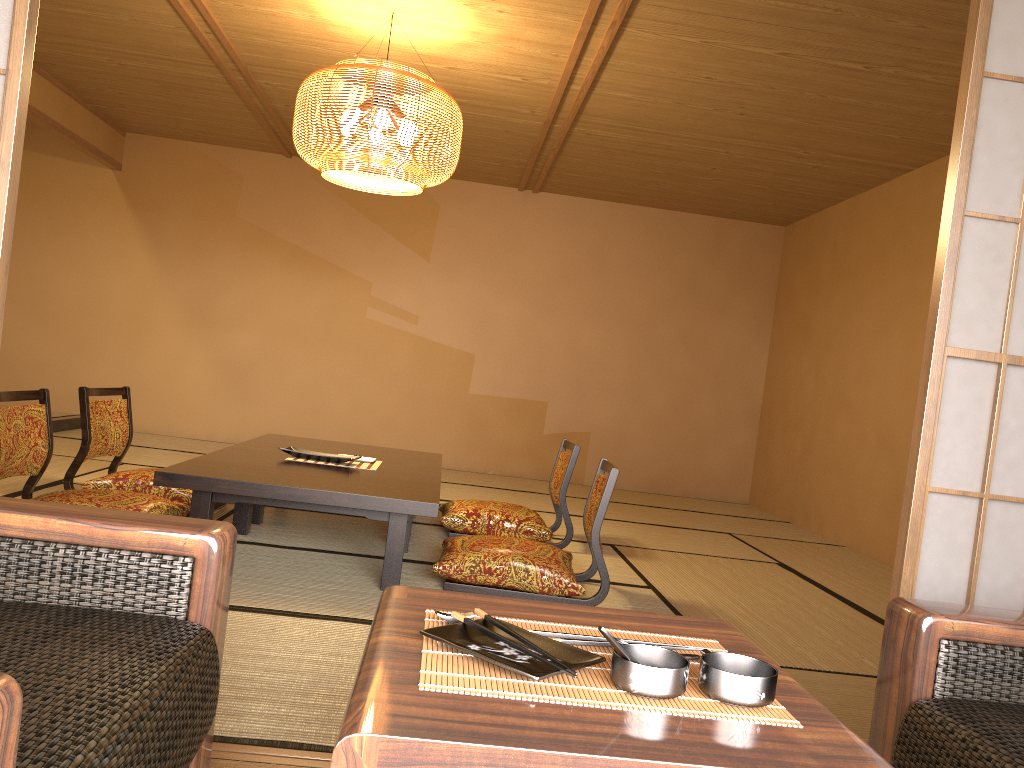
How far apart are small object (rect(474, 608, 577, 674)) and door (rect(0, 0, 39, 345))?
1.2m

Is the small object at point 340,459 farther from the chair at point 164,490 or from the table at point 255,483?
the chair at point 164,490

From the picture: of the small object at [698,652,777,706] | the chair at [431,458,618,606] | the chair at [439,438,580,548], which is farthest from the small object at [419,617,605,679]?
the chair at [439,438,580,548]

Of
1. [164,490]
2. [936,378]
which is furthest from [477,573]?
[936,378]

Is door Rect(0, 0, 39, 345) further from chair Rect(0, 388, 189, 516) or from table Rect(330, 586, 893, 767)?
chair Rect(0, 388, 189, 516)

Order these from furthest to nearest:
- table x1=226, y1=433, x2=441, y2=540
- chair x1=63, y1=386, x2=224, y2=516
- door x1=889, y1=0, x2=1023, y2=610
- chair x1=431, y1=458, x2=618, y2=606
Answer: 1. table x1=226, y1=433, x2=441, y2=540
2. chair x1=63, y1=386, x2=224, y2=516
3. chair x1=431, y1=458, x2=618, y2=606
4. door x1=889, y1=0, x2=1023, y2=610

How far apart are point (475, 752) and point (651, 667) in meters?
0.2

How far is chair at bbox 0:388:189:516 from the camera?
3.4m

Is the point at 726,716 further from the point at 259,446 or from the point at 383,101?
the point at 259,446

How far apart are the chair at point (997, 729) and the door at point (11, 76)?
1.8m
